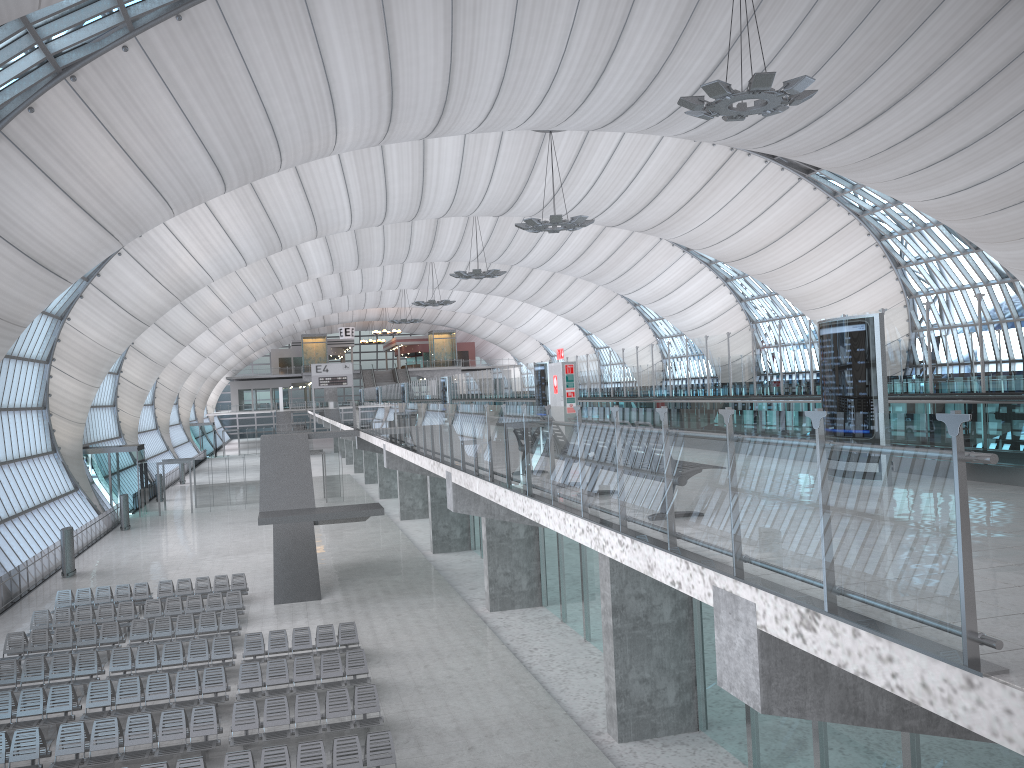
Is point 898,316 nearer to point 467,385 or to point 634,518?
point 634,518

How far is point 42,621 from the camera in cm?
2386

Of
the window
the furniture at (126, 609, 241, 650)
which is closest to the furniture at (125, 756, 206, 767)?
the furniture at (126, 609, 241, 650)

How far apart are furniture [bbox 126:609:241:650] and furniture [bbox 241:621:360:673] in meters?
2.0

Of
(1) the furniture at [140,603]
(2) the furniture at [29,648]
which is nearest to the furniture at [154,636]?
(2) the furniture at [29,648]

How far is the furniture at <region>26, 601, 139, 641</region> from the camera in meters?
23.9 m

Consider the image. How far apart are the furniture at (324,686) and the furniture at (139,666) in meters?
1.6

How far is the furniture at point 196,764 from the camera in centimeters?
1338cm

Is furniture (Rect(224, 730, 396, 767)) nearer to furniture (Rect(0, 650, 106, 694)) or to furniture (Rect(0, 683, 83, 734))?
furniture (Rect(0, 683, 83, 734))

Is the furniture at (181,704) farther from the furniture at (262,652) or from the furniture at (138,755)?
the furniture at (262,652)
